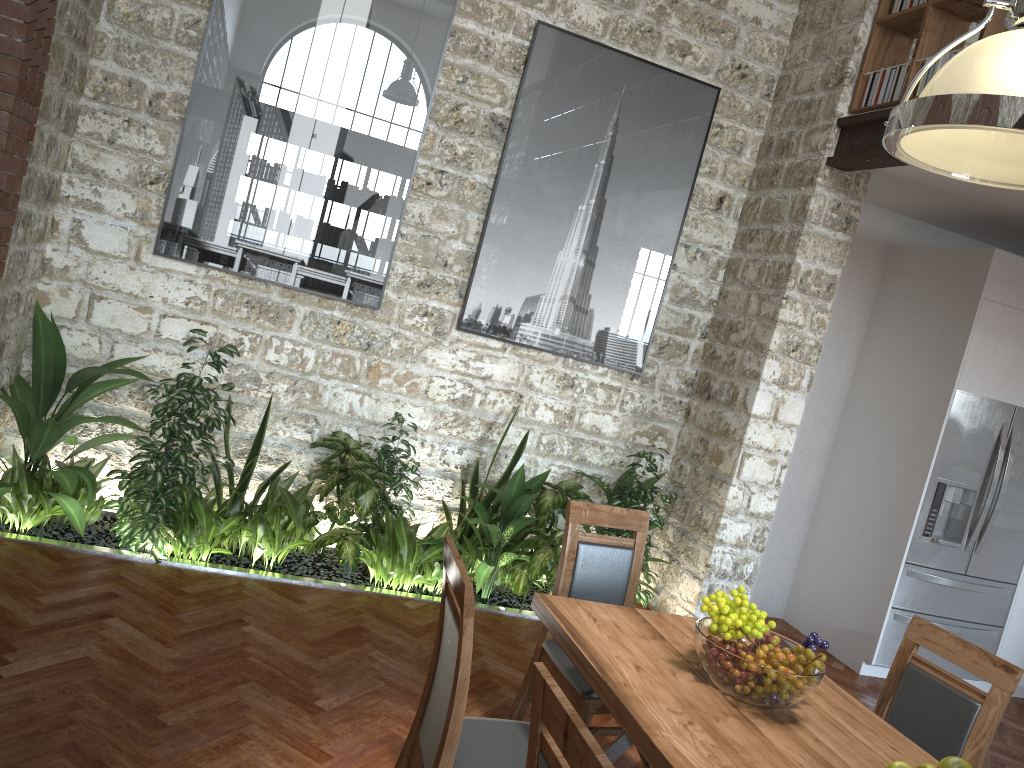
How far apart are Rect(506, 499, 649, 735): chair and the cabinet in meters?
3.5

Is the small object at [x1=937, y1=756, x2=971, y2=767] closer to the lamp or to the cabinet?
the lamp

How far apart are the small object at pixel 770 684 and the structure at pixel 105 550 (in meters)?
2.19

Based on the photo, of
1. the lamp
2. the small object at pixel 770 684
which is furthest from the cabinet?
the lamp

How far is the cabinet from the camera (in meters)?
5.68

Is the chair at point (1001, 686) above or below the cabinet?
above

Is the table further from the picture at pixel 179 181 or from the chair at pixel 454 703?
the picture at pixel 179 181

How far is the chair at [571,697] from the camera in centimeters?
312cm

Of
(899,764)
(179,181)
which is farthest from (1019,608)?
(179,181)

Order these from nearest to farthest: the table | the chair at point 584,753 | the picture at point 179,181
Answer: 1. the chair at point 584,753
2. the table
3. the picture at point 179,181
